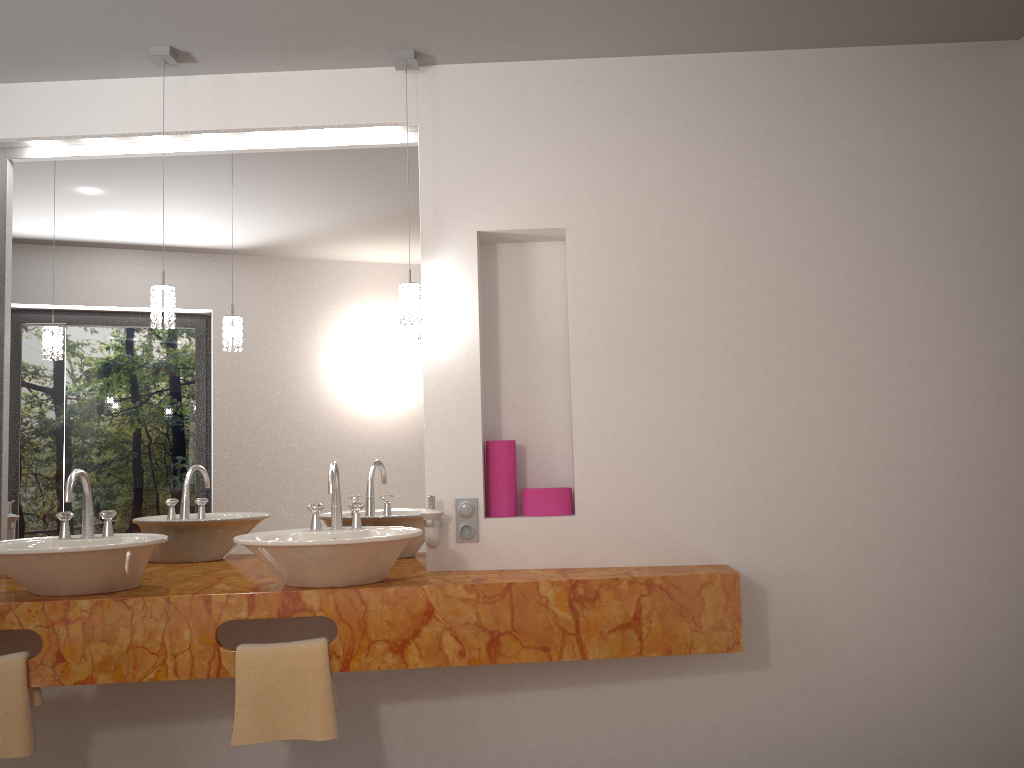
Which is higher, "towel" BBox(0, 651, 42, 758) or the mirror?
the mirror

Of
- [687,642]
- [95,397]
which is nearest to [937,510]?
[687,642]

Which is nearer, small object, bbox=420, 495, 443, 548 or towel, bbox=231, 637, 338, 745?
towel, bbox=231, 637, 338, 745

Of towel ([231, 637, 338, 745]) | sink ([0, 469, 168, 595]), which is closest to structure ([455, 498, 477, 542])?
towel ([231, 637, 338, 745])

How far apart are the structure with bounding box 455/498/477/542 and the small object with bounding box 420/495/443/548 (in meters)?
0.10

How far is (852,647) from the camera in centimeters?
283cm

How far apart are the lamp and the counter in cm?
80

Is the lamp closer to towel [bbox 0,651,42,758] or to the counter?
the counter

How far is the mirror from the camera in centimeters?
307cm

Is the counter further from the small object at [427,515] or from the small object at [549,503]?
the small object at [549,503]
